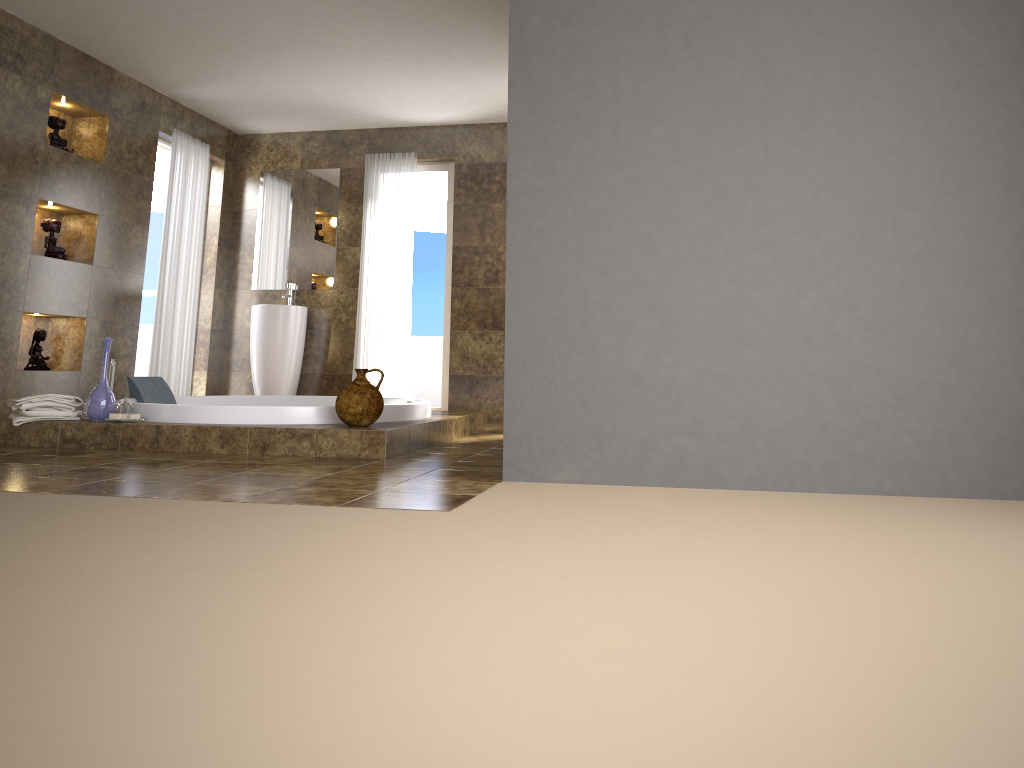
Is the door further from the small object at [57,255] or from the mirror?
the small object at [57,255]

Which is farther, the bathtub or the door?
the door

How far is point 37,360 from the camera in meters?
5.6

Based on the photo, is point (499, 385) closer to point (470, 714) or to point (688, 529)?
point (688, 529)

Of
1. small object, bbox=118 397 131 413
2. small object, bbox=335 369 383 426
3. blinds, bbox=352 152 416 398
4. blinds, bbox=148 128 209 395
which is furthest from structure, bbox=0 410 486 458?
blinds, bbox=148 128 209 395

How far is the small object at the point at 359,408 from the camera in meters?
4.2

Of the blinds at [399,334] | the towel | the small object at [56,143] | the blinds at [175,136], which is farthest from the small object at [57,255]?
the blinds at [399,334]

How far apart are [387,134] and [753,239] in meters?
5.0

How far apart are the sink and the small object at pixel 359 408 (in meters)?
3.13

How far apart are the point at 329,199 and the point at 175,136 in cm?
134
